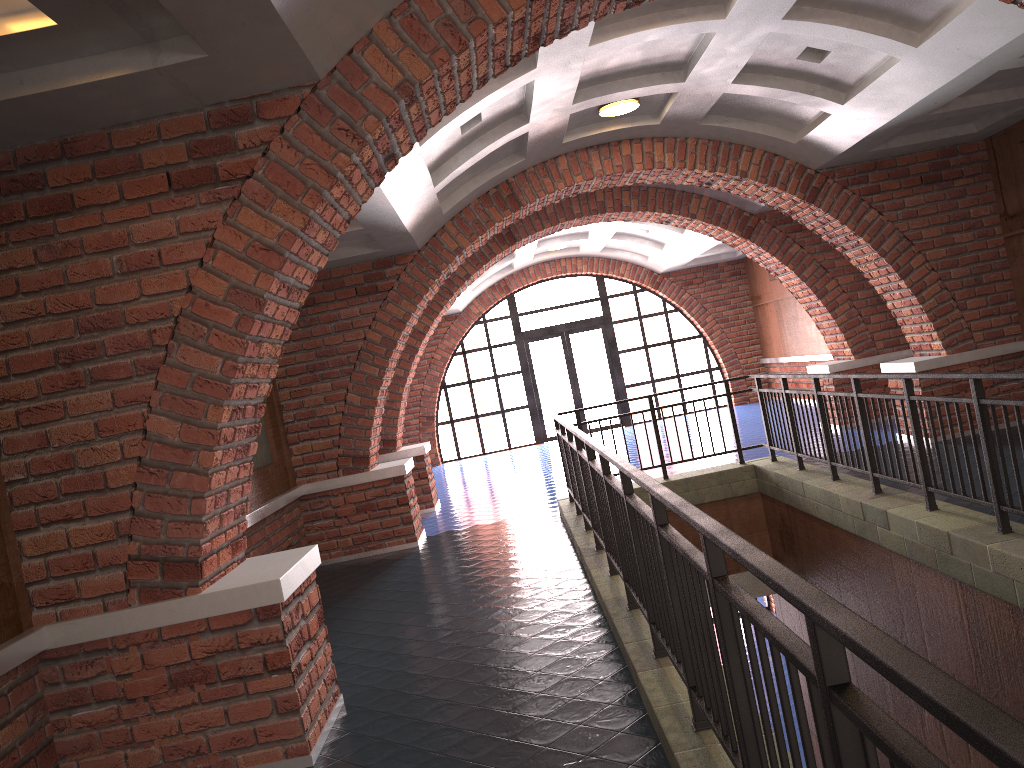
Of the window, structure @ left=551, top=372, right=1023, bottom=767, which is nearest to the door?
the window

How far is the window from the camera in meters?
18.8

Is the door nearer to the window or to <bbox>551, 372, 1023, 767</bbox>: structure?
the window

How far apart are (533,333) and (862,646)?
17.5 meters

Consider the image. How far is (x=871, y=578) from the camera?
6.7 meters

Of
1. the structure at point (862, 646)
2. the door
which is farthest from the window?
→ the structure at point (862, 646)

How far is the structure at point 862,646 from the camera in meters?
1.3

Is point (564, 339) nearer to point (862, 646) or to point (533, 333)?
point (533, 333)

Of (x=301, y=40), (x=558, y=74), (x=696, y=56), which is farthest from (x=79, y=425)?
(x=696, y=56)

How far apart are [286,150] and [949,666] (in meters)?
5.05
